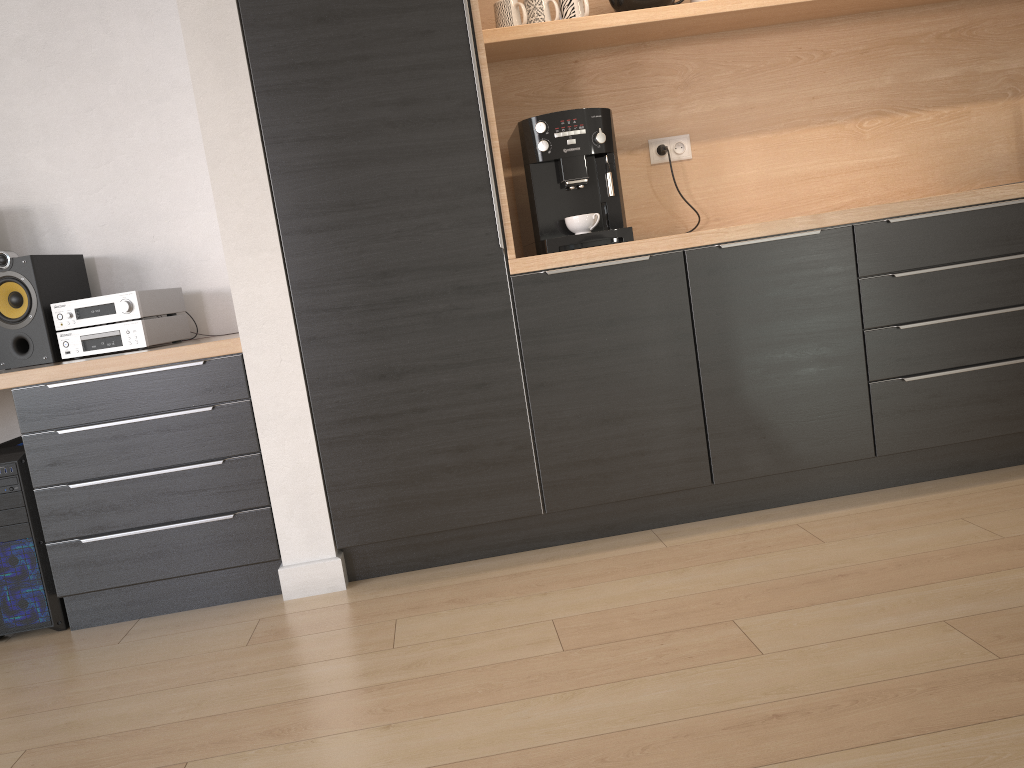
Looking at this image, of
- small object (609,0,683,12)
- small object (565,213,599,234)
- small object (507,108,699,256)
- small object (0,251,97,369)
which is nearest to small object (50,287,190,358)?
small object (0,251,97,369)

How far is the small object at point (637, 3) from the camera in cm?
278

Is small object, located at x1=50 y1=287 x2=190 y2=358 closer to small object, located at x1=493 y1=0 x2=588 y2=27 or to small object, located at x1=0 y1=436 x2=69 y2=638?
small object, located at x1=0 y1=436 x2=69 y2=638

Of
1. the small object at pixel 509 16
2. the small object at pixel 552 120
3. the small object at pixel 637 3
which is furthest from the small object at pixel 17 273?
the small object at pixel 637 3

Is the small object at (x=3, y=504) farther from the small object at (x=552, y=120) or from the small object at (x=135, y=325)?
the small object at (x=552, y=120)

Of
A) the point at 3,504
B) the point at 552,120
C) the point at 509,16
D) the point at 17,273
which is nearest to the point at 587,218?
the point at 552,120

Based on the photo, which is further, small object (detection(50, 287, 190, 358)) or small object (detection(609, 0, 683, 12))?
small object (detection(609, 0, 683, 12))

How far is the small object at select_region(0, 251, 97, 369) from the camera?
2.65m

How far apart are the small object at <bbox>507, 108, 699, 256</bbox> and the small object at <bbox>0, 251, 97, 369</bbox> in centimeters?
143cm

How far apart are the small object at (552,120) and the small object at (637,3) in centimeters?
45cm
